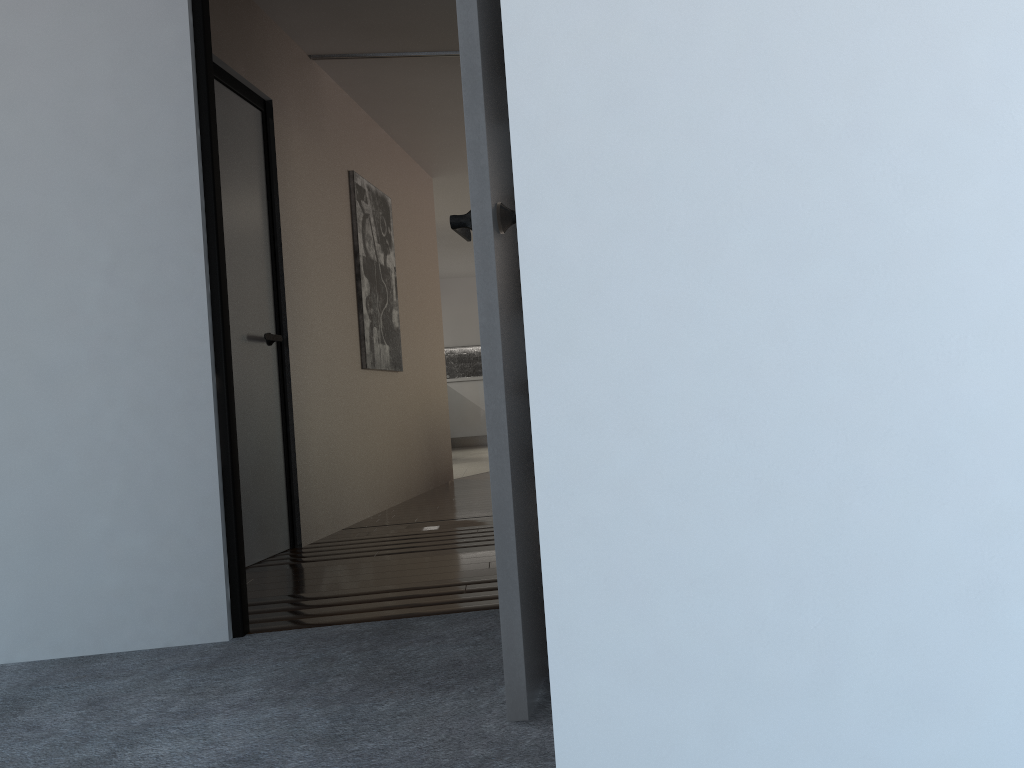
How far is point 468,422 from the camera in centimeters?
1282cm

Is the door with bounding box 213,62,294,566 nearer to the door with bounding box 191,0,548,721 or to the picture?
the picture

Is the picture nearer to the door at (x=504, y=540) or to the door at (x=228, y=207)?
the door at (x=228, y=207)

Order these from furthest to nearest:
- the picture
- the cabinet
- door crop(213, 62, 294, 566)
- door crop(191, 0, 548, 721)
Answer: the cabinet → the picture → door crop(213, 62, 294, 566) → door crop(191, 0, 548, 721)

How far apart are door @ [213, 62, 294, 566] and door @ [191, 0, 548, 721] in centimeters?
124cm

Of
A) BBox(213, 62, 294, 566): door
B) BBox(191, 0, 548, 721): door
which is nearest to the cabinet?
BBox(213, 62, 294, 566): door

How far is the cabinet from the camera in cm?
1282

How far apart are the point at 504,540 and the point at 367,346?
3.75m

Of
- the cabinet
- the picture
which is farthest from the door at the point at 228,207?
the cabinet

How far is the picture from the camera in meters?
5.3 m
